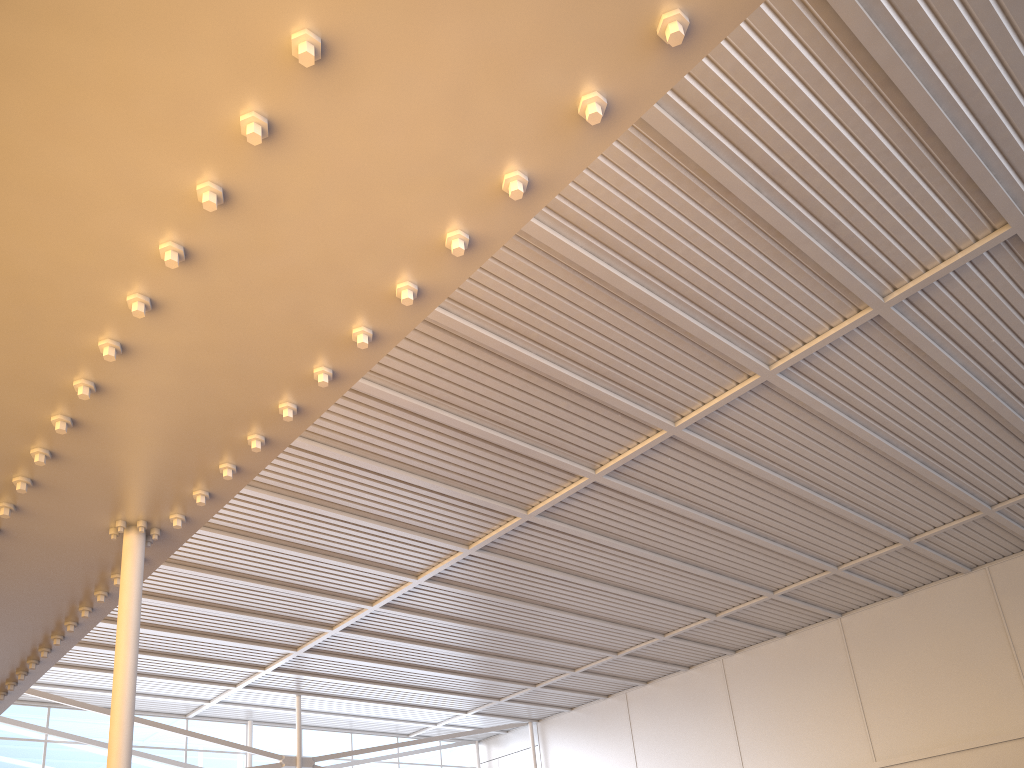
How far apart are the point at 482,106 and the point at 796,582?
24.09m

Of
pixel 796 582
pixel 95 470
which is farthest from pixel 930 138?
pixel 796 582
